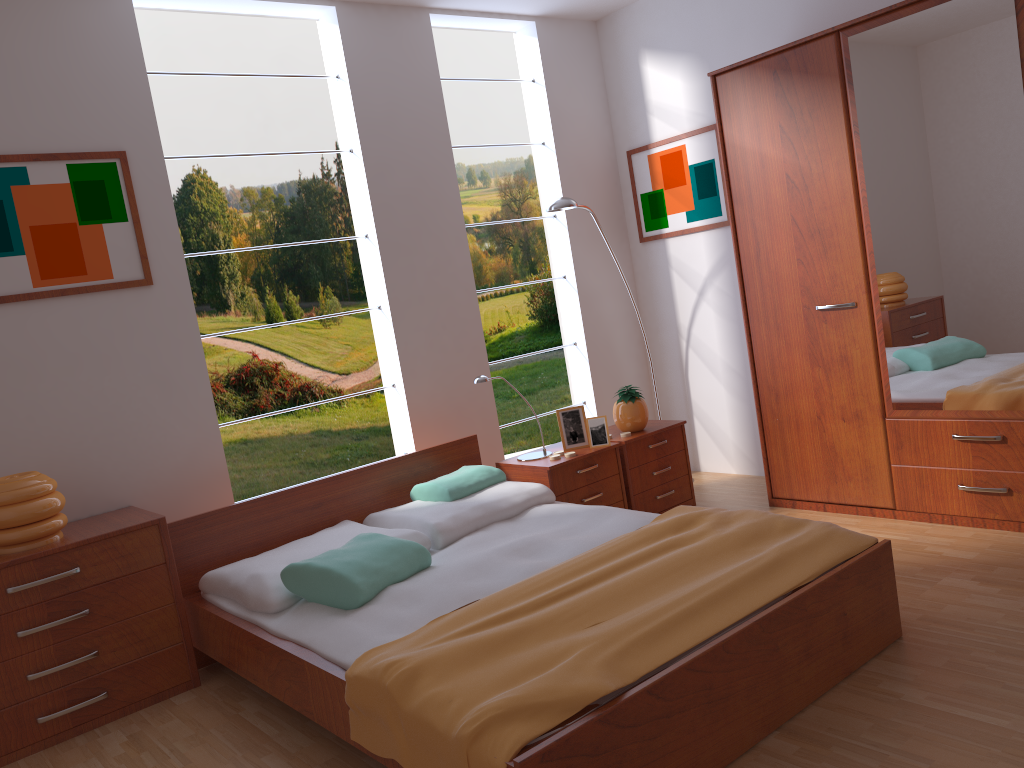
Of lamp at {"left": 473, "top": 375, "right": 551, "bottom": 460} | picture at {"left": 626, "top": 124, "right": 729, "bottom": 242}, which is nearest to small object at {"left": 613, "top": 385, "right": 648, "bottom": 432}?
lamp at {"left": 473, "top": 375, "right": 551, "bottom": 460}

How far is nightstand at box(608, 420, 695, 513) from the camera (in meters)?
4.10

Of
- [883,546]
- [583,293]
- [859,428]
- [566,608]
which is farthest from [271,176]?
[883,546]

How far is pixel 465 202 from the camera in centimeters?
653cm

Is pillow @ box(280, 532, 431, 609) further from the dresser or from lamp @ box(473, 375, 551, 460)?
the dresser

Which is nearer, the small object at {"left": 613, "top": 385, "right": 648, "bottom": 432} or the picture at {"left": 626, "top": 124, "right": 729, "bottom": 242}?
the small object at {"left": 613, "top": 385, "right": 648, "bottom": 432}

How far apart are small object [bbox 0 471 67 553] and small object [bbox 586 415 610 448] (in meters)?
2.14

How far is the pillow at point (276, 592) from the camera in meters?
2.8

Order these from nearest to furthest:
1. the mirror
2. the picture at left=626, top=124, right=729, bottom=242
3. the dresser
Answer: the mirror < the dresser < the picture at left=626, top=124, right=729, bottom=242

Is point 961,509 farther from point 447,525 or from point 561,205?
point 561,205
